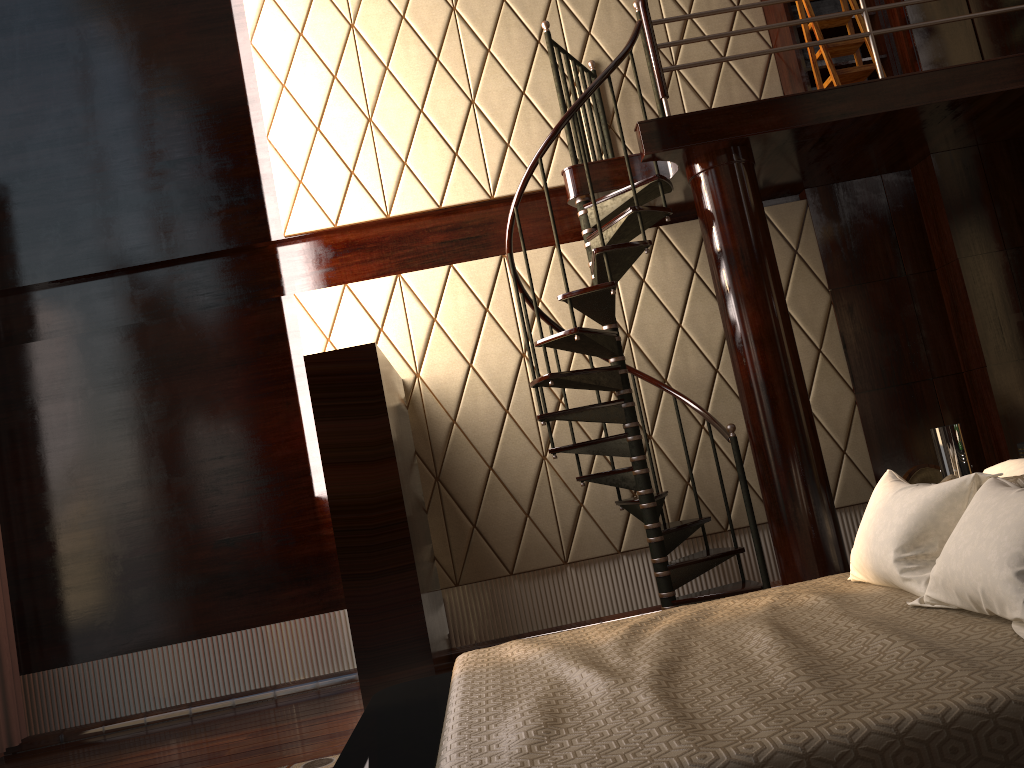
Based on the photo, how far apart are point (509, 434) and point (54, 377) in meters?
2.5

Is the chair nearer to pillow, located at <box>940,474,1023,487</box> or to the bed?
the bed

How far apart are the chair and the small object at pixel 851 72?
2.05m

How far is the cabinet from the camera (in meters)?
4.81

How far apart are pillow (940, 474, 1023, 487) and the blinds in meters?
4.6 m

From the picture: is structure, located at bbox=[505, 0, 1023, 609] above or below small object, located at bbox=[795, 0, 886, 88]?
below

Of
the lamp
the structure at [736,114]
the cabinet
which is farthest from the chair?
the cabinet

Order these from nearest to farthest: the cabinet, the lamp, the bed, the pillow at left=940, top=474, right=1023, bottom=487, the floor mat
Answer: the bed → the pillow at left=940, top=474, right=1023, bottom=487 → the lamp → the floor mat → the cabinet

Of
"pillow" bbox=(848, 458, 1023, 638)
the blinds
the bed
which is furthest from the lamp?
the blinds

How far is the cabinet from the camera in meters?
4.8
